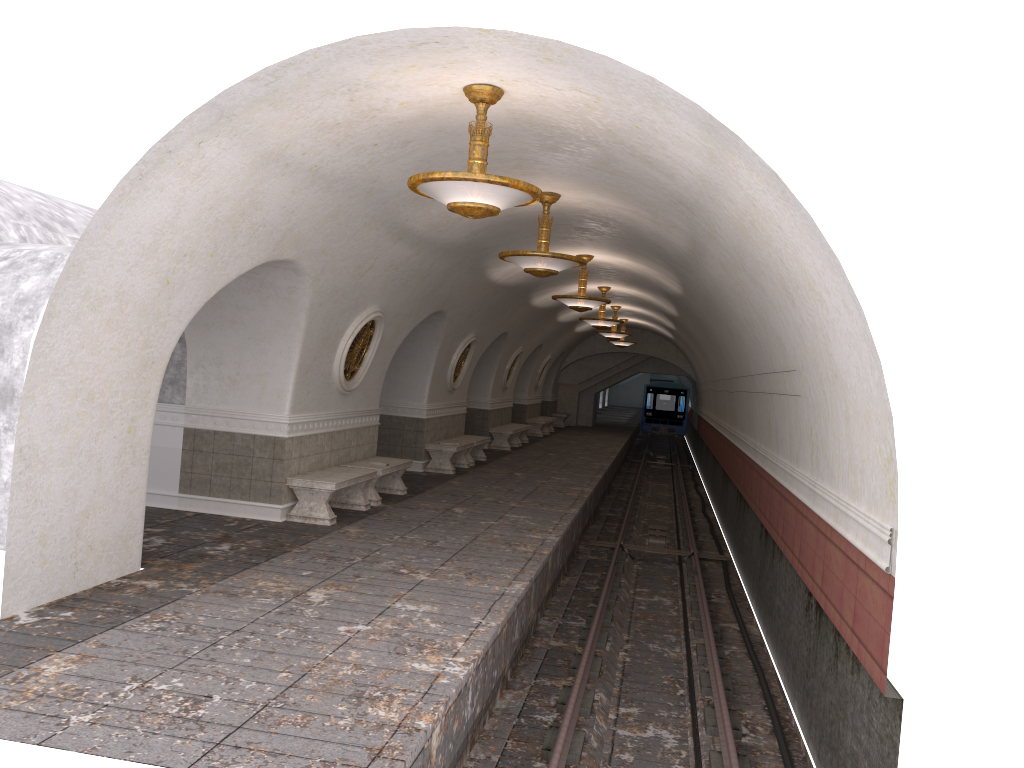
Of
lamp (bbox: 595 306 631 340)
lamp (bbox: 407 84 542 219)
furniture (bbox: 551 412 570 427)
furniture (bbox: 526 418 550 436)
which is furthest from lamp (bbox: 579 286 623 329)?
furniture (bbox: 551 412 570 427)

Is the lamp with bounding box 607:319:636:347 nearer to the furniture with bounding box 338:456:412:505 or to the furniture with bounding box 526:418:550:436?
the furniture with bounding box 526:418:550:436

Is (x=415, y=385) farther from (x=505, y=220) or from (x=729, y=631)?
(x=729, y=631)

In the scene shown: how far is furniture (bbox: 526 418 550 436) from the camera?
27.9m

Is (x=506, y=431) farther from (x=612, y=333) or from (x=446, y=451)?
(x=446, y=451)

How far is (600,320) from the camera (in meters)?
19.34

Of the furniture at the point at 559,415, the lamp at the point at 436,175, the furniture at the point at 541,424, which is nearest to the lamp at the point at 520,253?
the lamp at the point at 436,175

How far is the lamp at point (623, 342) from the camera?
28.87m

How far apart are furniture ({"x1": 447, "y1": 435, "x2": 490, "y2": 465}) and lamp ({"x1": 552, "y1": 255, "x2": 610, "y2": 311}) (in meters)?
4.19

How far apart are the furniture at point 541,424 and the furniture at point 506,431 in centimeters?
465cm
